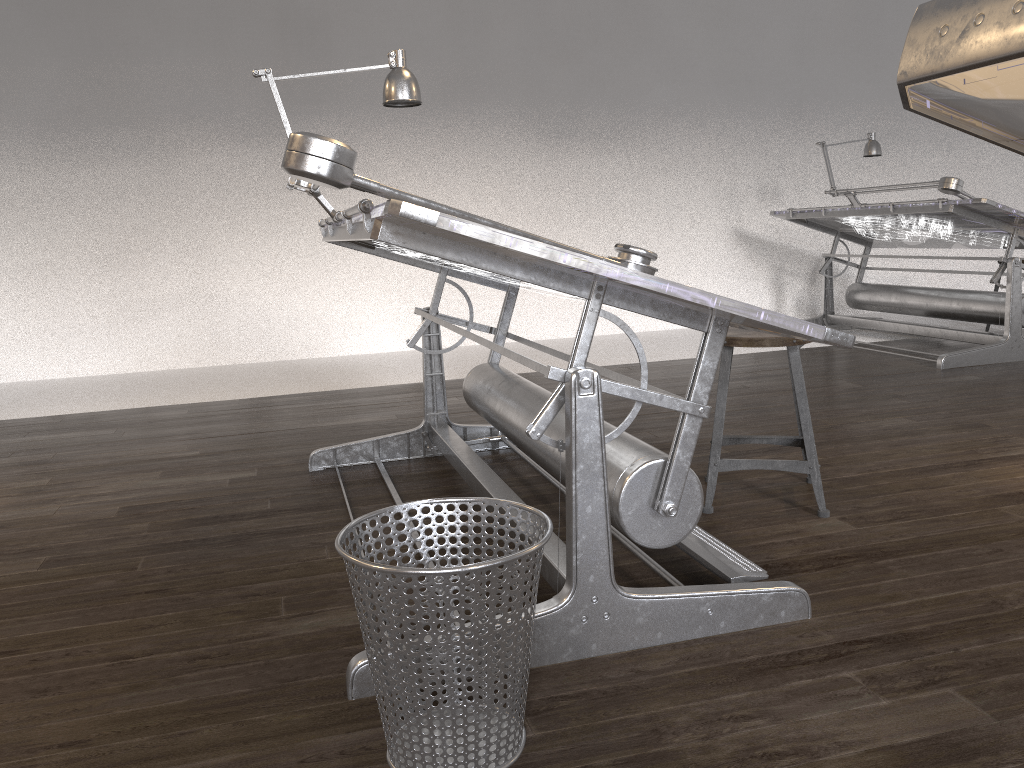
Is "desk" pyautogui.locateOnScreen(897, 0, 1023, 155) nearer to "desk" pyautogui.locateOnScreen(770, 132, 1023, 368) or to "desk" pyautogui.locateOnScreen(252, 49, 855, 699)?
"desk" pyautogui.locateOnScreen(252, 49, 855, 699)

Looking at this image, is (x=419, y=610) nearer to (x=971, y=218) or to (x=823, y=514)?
(x=823, y=514)

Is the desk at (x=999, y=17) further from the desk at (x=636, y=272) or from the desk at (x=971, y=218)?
the desk at (x=971, y=218)

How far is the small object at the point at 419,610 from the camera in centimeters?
132cm

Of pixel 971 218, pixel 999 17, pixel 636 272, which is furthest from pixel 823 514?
pixel 971 218

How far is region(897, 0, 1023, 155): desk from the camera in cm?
23

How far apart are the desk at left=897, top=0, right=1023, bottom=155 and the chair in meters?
2.3

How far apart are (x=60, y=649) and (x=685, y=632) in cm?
136

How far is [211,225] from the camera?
6.2m

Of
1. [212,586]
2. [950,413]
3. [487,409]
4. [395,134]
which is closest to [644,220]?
[395,134]
